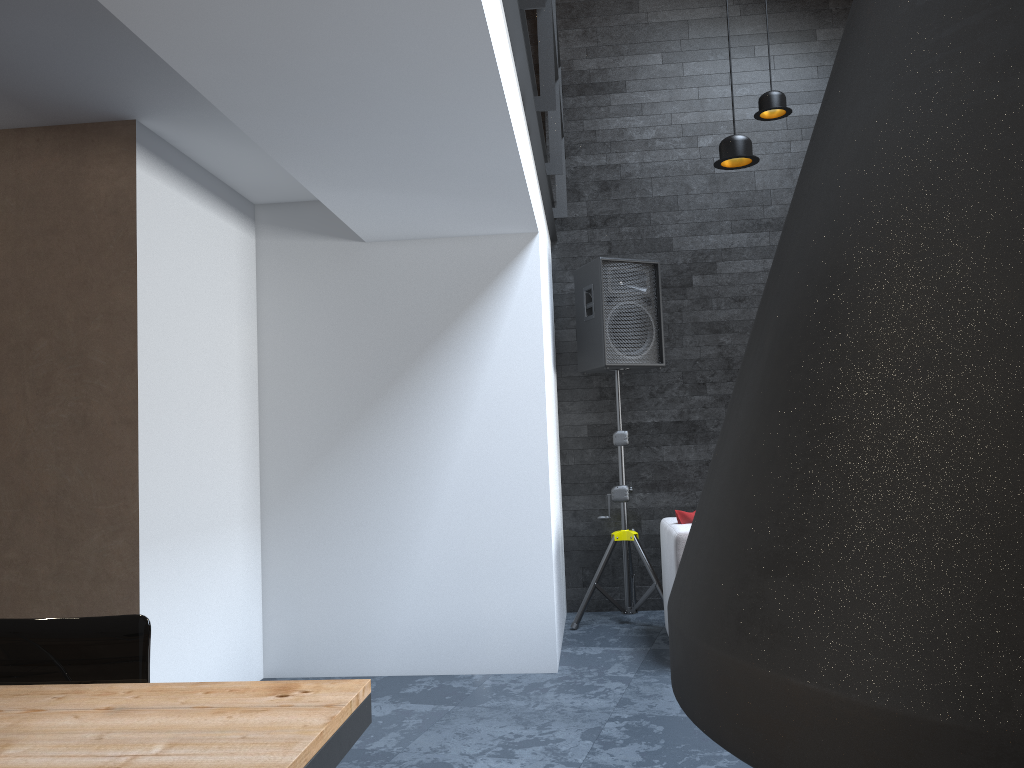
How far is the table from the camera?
1.2m

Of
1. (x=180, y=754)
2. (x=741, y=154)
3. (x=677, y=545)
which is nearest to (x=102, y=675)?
(x=180, y=754)

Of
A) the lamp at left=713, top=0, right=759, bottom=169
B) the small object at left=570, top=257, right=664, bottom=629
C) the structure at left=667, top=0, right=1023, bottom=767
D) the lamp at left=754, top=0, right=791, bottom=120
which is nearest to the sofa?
the small object at left=570, top=257, right=664, bottom=629

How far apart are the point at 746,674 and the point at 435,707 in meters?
3.4 m

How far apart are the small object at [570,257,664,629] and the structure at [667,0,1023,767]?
4.4m

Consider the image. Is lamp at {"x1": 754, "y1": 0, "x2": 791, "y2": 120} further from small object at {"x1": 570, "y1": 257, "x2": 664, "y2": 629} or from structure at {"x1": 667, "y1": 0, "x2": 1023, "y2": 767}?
structure at {"x1": 667, "y1": 0, "x2": 1023, "y2": 767}

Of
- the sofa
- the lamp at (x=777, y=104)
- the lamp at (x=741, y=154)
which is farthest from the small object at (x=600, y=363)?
the lamp at (x=741, y=154)

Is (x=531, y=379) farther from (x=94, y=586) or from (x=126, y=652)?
(x=126, y=652)

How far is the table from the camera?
1.23m

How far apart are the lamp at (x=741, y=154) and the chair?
3.2m
